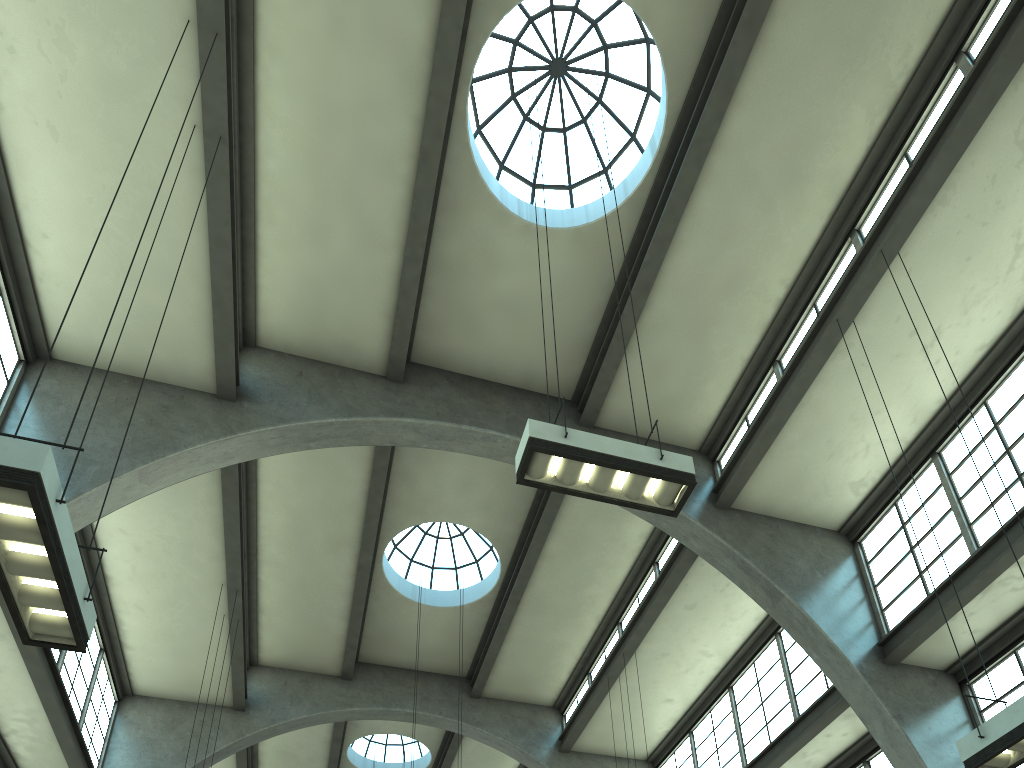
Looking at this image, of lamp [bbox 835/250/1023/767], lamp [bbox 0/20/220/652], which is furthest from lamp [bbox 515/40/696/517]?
lamp [bbox 0/20/220/652]

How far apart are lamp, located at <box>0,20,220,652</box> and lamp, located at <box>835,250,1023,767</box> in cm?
718

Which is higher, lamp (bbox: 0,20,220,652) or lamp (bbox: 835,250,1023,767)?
lamp (bbox: 835,250,1023,767)

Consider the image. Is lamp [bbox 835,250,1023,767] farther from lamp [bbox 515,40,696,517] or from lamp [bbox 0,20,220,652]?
lamp [bbox 0,20,220,652]

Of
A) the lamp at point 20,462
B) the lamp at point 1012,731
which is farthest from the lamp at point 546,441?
the lamp at point 20,462

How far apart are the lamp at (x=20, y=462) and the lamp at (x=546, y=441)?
3.5 meters

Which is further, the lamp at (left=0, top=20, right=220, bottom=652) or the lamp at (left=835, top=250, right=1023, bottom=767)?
the lamp at (left=835, top=250, right=1023, bottom=767)

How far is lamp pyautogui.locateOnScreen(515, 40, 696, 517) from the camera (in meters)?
7.06

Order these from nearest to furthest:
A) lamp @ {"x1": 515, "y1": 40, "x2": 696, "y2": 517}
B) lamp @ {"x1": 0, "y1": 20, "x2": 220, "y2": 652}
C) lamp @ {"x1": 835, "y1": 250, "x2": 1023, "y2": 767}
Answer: lamp @ {"x1": 0, "y1": 20, "x2": 220, "y2": 652} → lamp @ {"x1": 835, "y1": 250, "x2": 1023, "y2": 767} → lamp @ {"x1": 515, "y1": 40, "x2": 696, "y2": 517}

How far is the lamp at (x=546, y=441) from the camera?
7.1m
